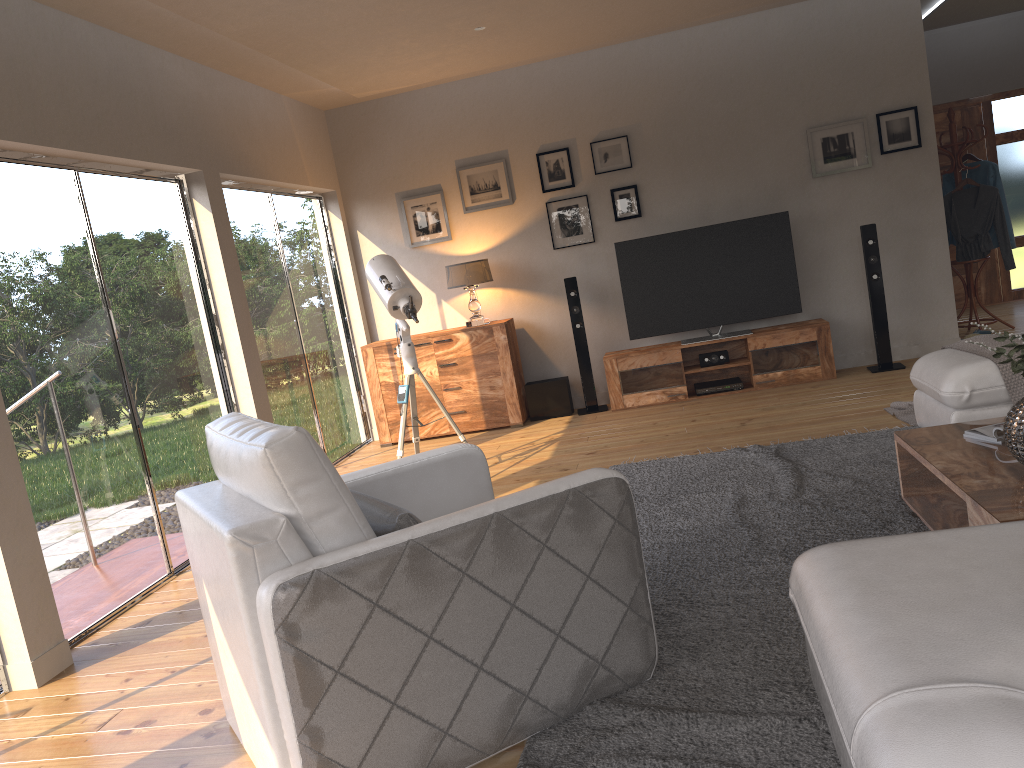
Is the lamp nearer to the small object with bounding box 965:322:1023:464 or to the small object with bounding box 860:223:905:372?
the small object with bounding box 860:223:905:372

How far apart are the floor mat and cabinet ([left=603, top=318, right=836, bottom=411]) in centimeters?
188cm

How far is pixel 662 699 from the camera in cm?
243

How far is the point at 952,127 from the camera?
7.2m

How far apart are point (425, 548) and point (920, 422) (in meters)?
3.33

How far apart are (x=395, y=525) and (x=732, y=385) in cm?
A: 494

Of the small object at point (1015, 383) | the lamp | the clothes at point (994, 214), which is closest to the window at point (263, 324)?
the lamp

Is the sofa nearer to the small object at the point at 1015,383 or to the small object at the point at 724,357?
the small object at the point at 1015,383

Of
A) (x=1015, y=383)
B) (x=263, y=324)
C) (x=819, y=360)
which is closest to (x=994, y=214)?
(x=819, y=360)

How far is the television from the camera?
6.71m
